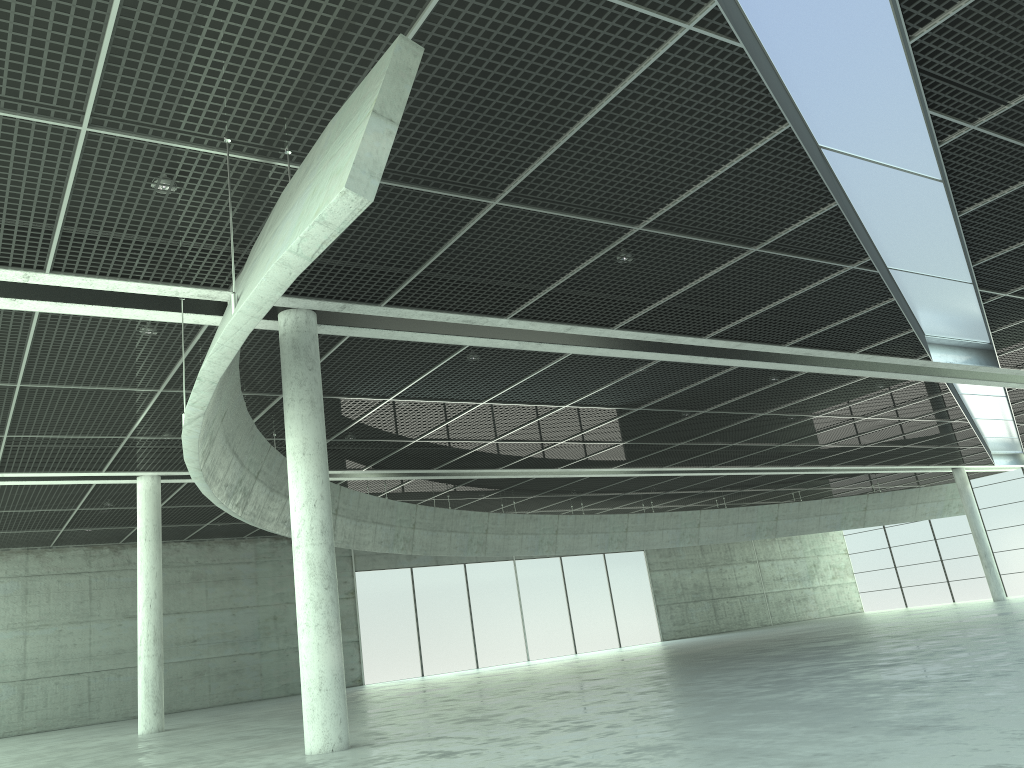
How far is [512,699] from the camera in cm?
3544
